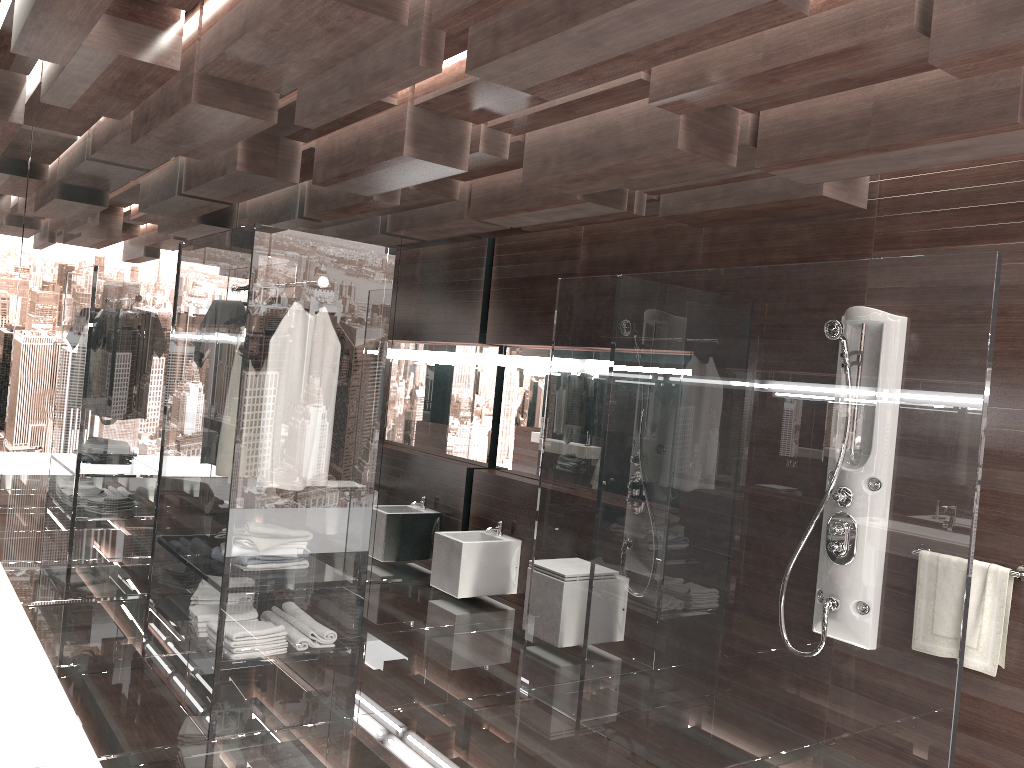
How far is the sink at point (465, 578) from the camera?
5.69m

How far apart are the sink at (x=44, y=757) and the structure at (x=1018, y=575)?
3.2 meters

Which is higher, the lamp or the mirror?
the lamp

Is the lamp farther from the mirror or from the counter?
the counter

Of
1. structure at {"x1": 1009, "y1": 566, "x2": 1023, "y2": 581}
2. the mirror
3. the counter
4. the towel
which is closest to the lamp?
the mirror

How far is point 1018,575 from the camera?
3.3 meters

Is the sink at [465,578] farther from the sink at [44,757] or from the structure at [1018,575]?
the sink at [44,757]

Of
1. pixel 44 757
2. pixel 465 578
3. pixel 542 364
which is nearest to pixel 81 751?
pixel 44 757

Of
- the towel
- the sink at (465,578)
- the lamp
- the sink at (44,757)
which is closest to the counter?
the sink at (44,757)

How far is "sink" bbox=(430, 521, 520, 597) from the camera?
5.7 meters
